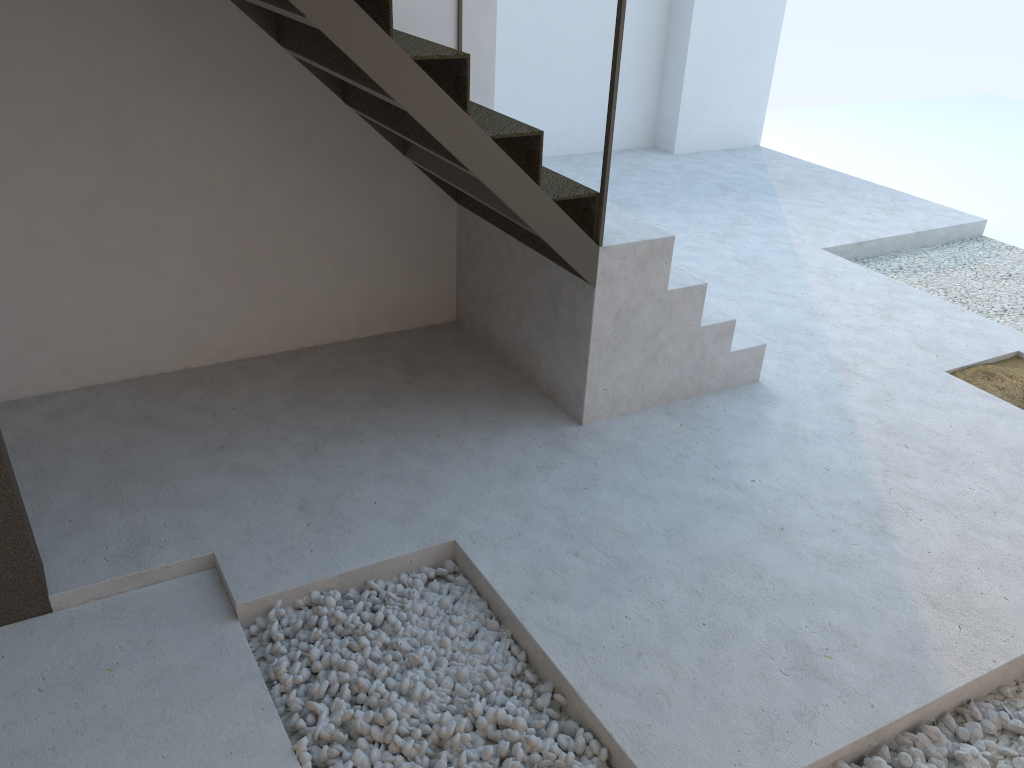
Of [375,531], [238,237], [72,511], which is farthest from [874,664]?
[238,237]

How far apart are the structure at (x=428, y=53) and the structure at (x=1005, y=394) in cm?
102

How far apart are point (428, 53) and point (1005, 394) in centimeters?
293cm

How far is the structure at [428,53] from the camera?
2.65m

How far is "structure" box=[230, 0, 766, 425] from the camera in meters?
2.6

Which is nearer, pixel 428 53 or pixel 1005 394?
pixel 428 53

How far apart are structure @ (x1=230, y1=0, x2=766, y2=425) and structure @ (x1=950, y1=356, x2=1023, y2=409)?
1.0m

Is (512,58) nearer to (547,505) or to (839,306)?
(839,306)

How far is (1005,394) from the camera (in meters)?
3.91

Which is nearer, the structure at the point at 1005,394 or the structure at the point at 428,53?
the structure at the point at 428,53
